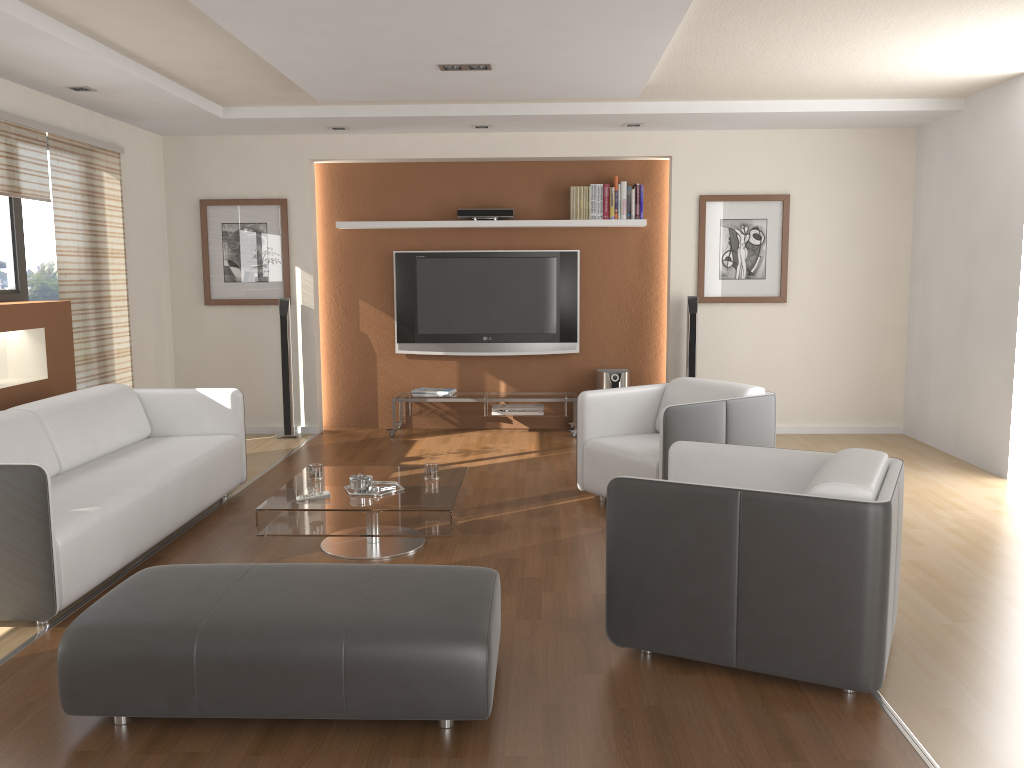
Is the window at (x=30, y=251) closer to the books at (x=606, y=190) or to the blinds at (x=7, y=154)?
the blinds at (x=7, y=154)

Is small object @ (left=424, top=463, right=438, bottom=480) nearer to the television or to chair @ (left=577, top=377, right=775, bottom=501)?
chair @ (left=577, top=377, right=775, bottom=501)

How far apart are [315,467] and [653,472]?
1.8m

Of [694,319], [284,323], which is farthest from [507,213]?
[284,323]

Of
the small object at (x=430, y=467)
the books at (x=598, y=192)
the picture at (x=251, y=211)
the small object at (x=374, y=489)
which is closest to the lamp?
the small object at (x=430, y=467)

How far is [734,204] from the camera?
7.3 meters

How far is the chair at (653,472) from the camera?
4.76m

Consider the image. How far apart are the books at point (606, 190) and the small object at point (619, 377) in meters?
1.4

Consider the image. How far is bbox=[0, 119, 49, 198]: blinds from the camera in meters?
5.2

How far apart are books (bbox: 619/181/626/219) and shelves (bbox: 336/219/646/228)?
0.1m
